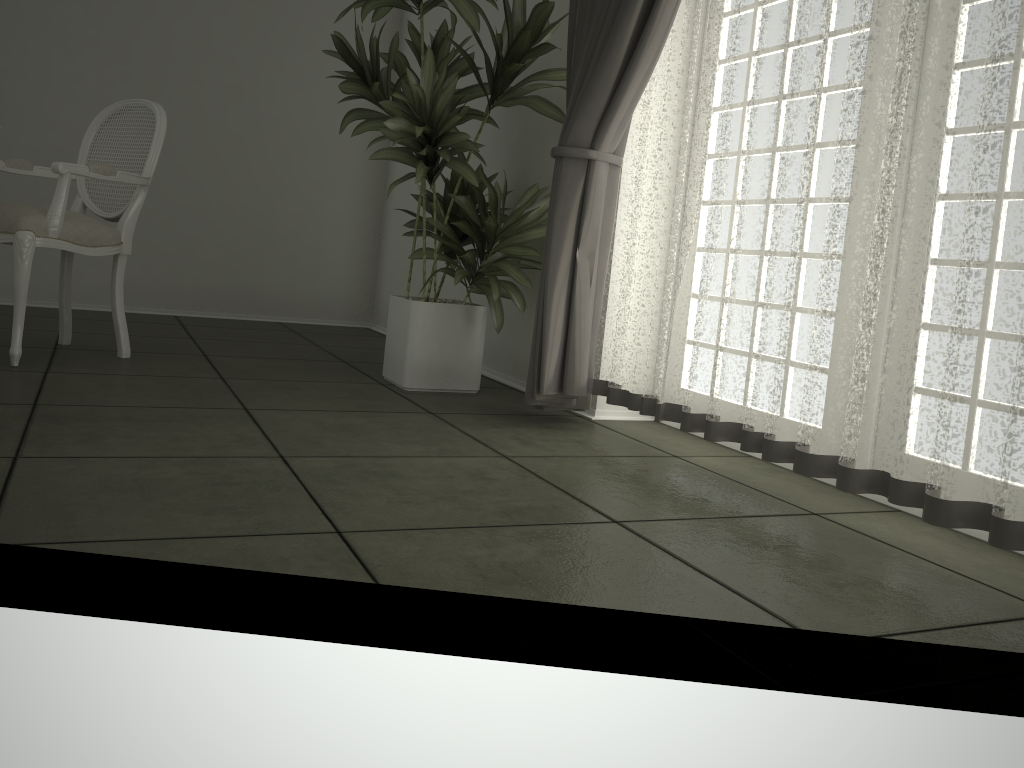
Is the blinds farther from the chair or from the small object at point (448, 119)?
the chair

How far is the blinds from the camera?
1.8m

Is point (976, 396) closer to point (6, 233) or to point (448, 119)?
point (448, 119)

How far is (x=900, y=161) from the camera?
1.94m

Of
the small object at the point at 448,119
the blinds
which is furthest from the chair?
the blinds

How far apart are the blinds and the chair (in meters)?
1.63

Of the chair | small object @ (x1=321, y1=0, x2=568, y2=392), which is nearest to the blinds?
small object @ (x1=321, y1=0, x2=568, y2=392)

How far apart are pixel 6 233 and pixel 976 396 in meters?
3.0

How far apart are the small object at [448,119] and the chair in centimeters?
75cm

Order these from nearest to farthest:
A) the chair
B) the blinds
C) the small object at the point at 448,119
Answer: the blinds, the chair, the small object at the point at 448,119
